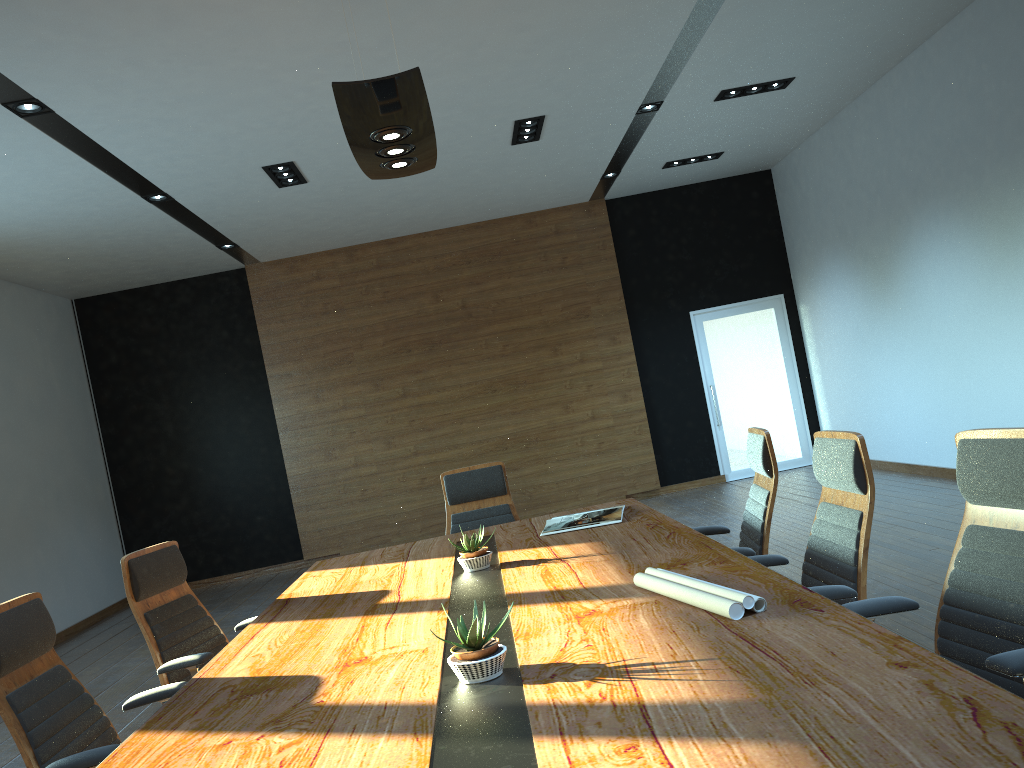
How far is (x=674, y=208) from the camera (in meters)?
11.06

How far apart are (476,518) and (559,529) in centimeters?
117cm

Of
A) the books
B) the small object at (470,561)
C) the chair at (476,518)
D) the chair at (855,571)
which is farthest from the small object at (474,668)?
the chair at (476,518)

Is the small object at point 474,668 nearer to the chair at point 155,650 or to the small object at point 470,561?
the small object at point 470,561

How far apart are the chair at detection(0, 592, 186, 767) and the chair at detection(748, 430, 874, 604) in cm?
213

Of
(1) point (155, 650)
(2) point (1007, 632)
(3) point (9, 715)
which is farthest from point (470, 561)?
(2) point (1007, 632)

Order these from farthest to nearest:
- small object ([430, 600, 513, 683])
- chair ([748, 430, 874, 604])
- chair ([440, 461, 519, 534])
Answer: chair ([440, 461, 519, 534]), chair ([748, 430, 874, 604]), small object ([430, 600, 513, 683])

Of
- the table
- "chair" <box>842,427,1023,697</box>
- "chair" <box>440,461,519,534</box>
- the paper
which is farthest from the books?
"chair" <box>842,427,1023,697</box>

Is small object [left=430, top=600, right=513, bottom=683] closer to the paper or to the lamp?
the paper

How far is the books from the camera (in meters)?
4.18
